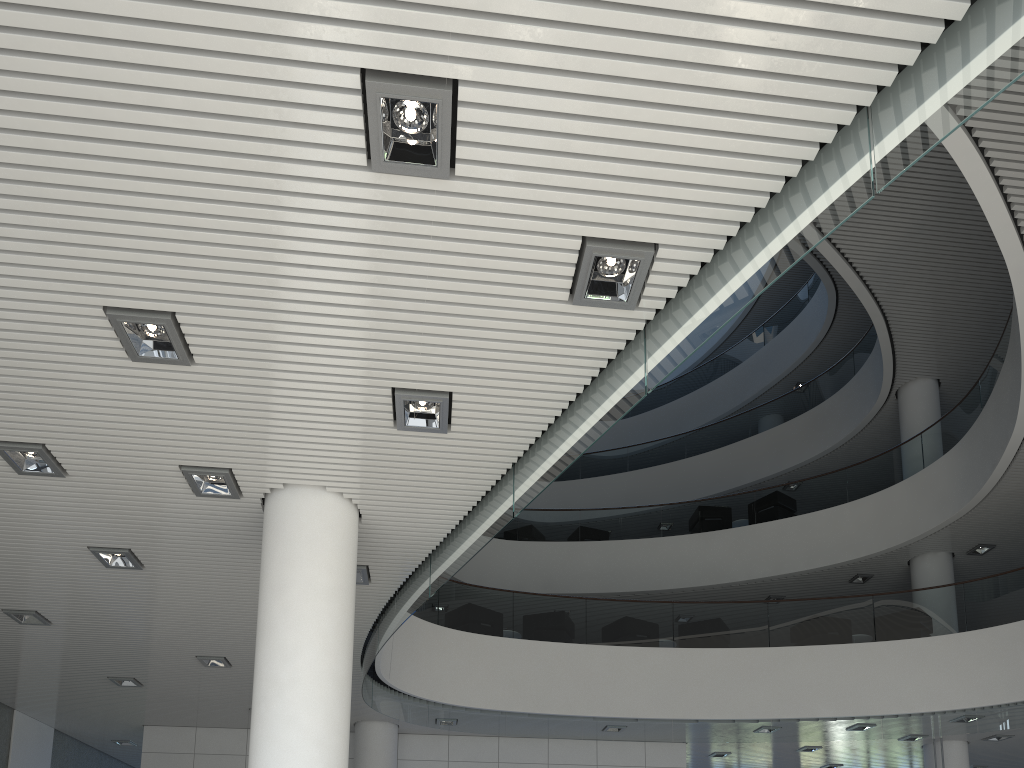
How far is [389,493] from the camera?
3.8m

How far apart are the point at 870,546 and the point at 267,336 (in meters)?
8.33
